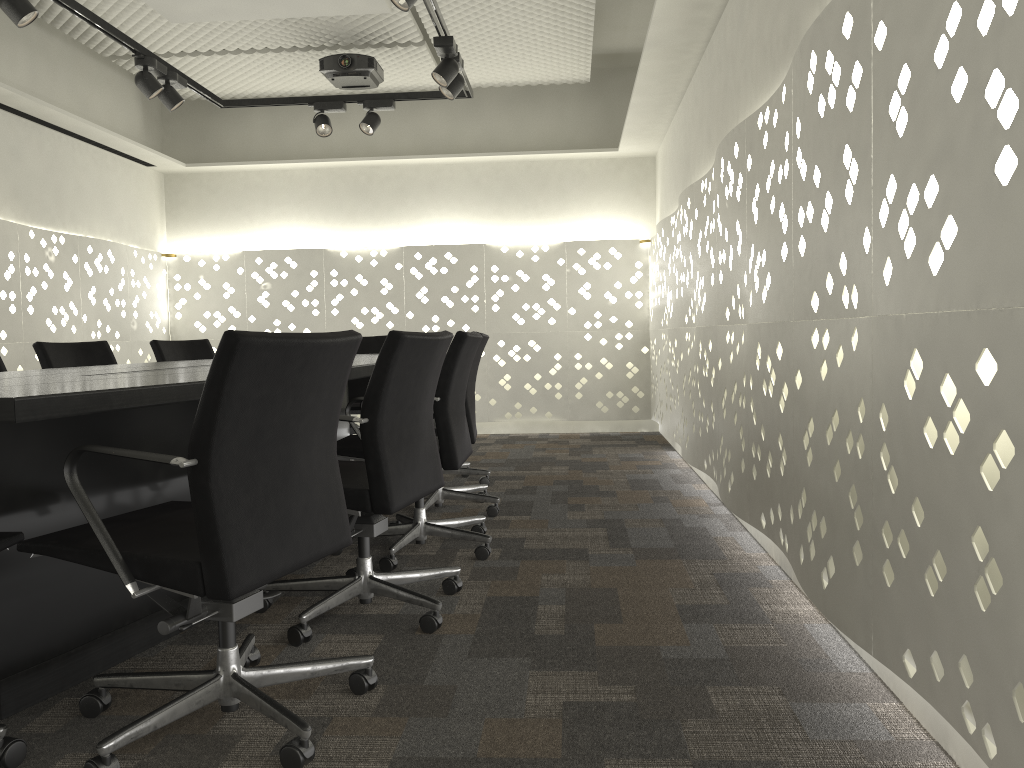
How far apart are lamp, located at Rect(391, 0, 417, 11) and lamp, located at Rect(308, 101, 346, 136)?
1.9m

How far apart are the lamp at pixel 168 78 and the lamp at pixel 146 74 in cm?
9

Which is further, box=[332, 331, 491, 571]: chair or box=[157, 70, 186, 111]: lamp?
box=[157, 70, 186, 111]: lamp

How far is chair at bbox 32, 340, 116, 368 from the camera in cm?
358

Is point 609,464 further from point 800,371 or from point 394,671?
point 394,671

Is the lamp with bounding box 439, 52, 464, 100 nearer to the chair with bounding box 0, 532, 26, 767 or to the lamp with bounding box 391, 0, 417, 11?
the lamp with bounding box 391, 0, 417, 11

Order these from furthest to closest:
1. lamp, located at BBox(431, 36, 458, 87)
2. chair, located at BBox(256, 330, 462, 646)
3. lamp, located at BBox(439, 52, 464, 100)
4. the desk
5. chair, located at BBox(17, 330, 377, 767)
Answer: lamp, located at BBox(439, 52, 464, 100) < lamp, located at BBox(431, 36, 458, 87) < chair, located at BBox(256, 330, 462, 646) < the desk < chair, located at BBox(17, 330, 377, 767)

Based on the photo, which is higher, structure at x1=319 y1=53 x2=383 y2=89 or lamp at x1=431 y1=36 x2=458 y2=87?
structure at x1=319 y1=53 x2=383 y2=89

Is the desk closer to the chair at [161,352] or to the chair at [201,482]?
the chair at [201,482]

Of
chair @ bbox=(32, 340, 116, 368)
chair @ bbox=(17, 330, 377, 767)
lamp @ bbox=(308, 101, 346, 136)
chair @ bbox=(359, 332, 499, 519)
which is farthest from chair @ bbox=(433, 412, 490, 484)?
chair @ bbox=(17, 330, 377, 767)
